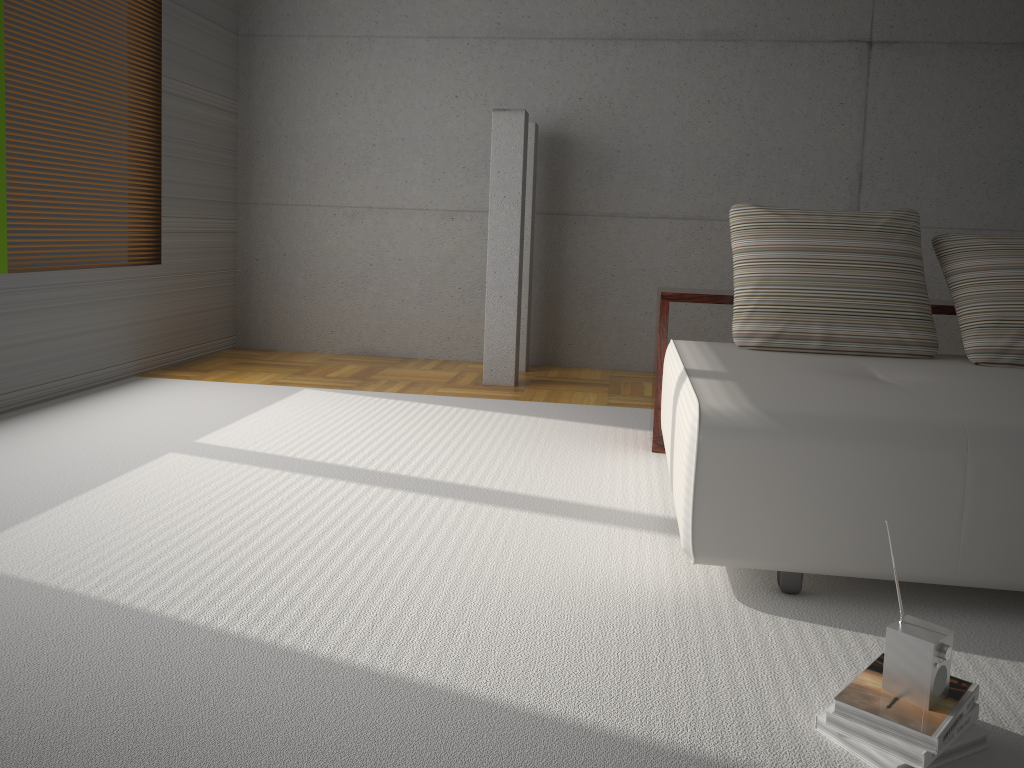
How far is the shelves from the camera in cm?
382

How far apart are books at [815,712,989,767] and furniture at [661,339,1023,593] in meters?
0.6 m

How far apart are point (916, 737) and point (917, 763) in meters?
0.0 m

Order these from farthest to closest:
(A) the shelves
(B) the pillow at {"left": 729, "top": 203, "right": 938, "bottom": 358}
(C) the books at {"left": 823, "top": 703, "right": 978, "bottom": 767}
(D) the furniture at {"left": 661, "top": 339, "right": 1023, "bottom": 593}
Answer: (A) the shelves → (B) the pillow at {"left": 729, "top": 203, "right": 938, "bottom": 358} → (D) the furniture at {"left": 661, "top": 339, "right": 1023, "bottom": 593} → (C) the books at {"left": 823, "top": 703, "right": 978, "bottom": 767}

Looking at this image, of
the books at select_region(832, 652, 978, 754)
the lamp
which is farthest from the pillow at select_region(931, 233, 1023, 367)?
the lamp

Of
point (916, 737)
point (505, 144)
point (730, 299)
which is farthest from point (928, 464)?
point (505, 144)

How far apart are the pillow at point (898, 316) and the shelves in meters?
0.2 m

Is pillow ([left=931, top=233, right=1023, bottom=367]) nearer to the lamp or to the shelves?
the shelves

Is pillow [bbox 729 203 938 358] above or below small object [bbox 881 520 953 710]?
above

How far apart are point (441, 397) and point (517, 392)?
0.50m
